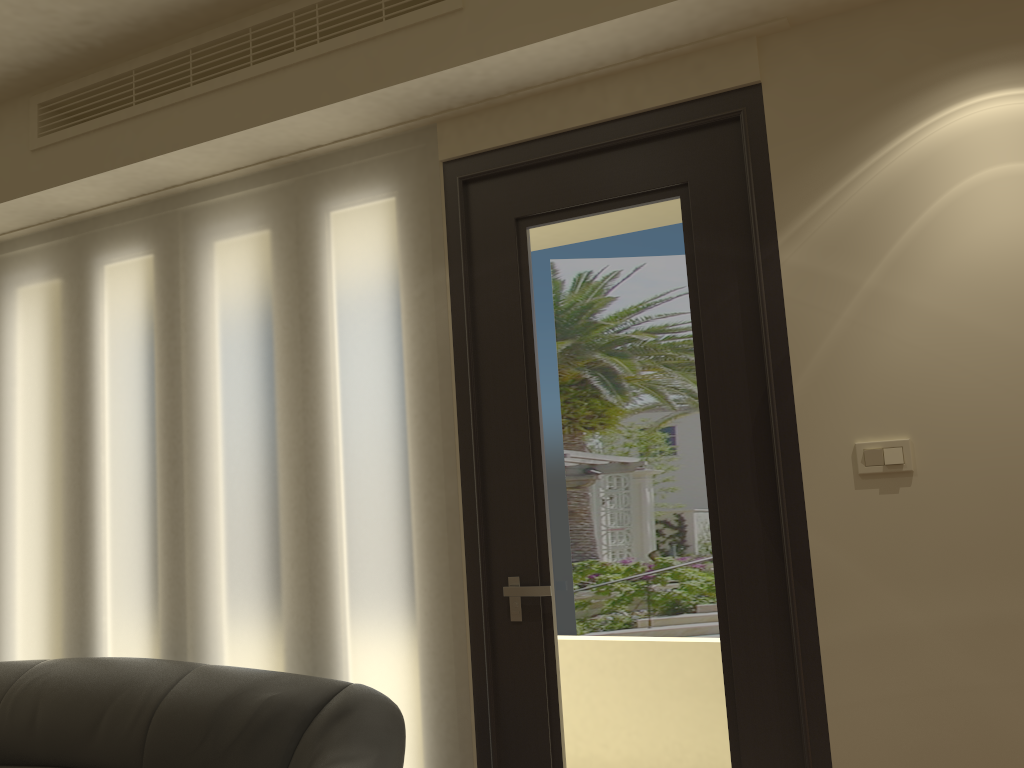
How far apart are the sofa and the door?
0.25m

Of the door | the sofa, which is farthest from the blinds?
the sofa

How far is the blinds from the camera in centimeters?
279cm

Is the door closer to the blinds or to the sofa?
the blinds

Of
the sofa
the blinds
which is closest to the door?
the blinds

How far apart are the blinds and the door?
0.03m

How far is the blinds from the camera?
2.8 meters

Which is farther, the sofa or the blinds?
the blinds

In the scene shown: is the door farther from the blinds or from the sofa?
the sofa

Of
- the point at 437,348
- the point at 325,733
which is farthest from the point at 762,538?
the point at 325,733
